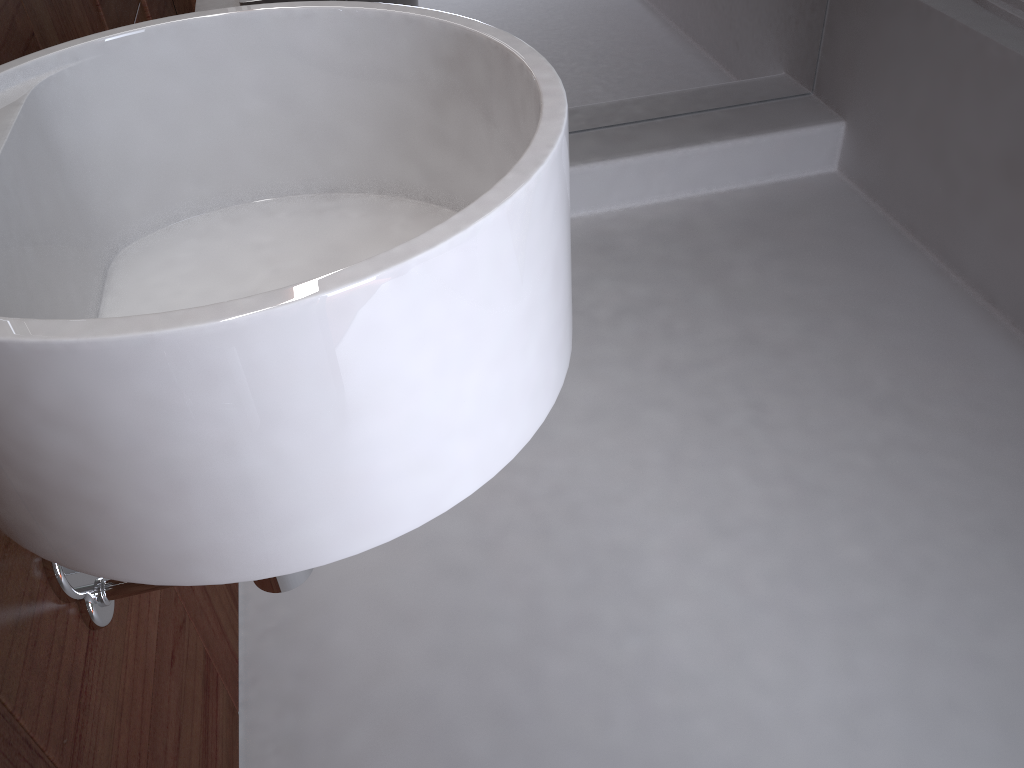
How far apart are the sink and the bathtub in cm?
142

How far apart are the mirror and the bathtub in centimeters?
43cm

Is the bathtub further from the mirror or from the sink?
the sink

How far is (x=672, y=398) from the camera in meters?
1.6

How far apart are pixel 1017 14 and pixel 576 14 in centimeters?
86cm

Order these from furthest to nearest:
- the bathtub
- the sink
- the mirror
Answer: the mirror → the bathtub → the sink

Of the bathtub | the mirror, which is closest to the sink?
the mirror

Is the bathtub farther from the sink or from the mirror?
the sink

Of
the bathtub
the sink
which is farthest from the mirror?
the sink

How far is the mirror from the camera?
1.95m
